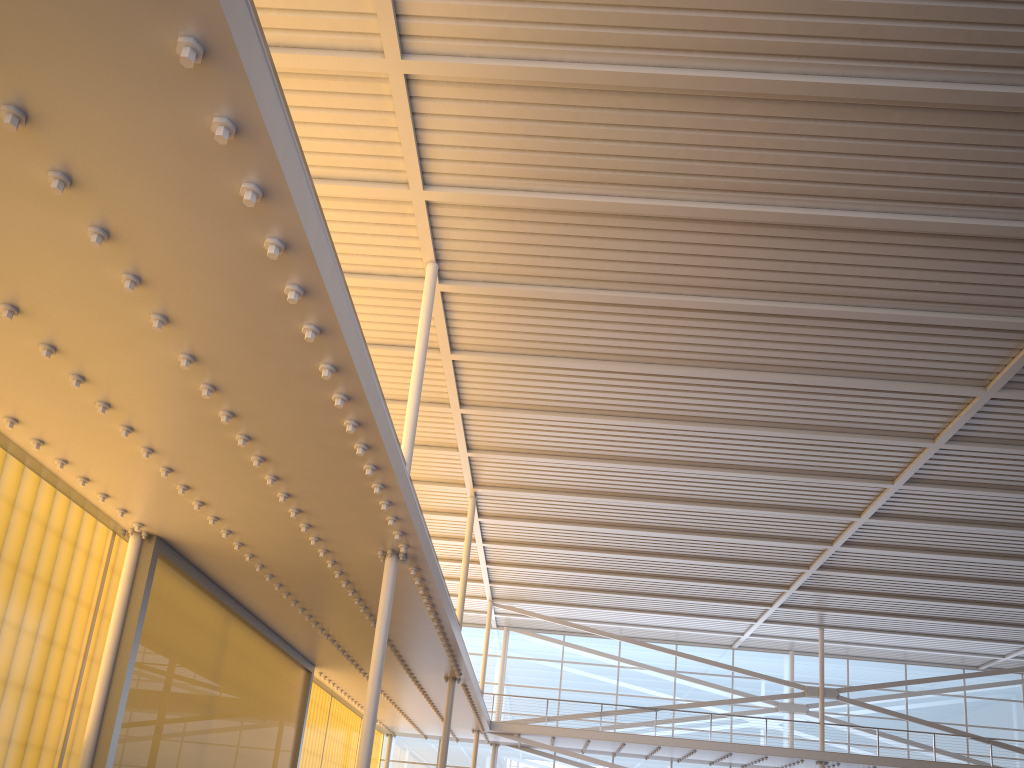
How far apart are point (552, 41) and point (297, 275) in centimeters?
623cm
